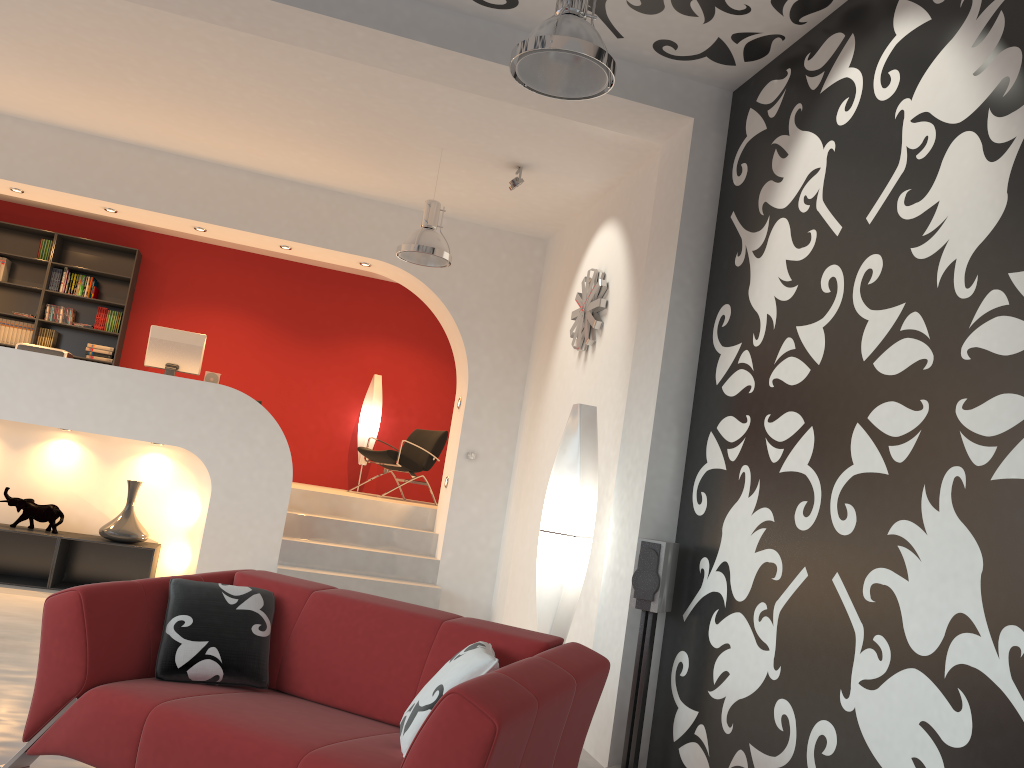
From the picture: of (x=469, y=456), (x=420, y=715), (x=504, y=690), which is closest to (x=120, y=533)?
(x=469, y=456)

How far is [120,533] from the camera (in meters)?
6.84

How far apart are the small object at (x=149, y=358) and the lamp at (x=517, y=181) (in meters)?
3.18

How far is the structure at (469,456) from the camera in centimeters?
753cm

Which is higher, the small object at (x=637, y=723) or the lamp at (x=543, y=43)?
the lamp at (x=543, y=43)

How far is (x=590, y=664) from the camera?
3.01m

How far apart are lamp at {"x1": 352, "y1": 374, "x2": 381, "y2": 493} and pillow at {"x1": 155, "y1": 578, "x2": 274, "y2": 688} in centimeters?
658cm

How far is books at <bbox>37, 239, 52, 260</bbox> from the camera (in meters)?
9.38

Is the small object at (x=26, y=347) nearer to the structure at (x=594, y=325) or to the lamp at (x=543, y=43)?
the structure at (x=594, y=325)

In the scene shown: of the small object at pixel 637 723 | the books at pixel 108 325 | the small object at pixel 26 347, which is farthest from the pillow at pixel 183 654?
the books at pixel 108 325
